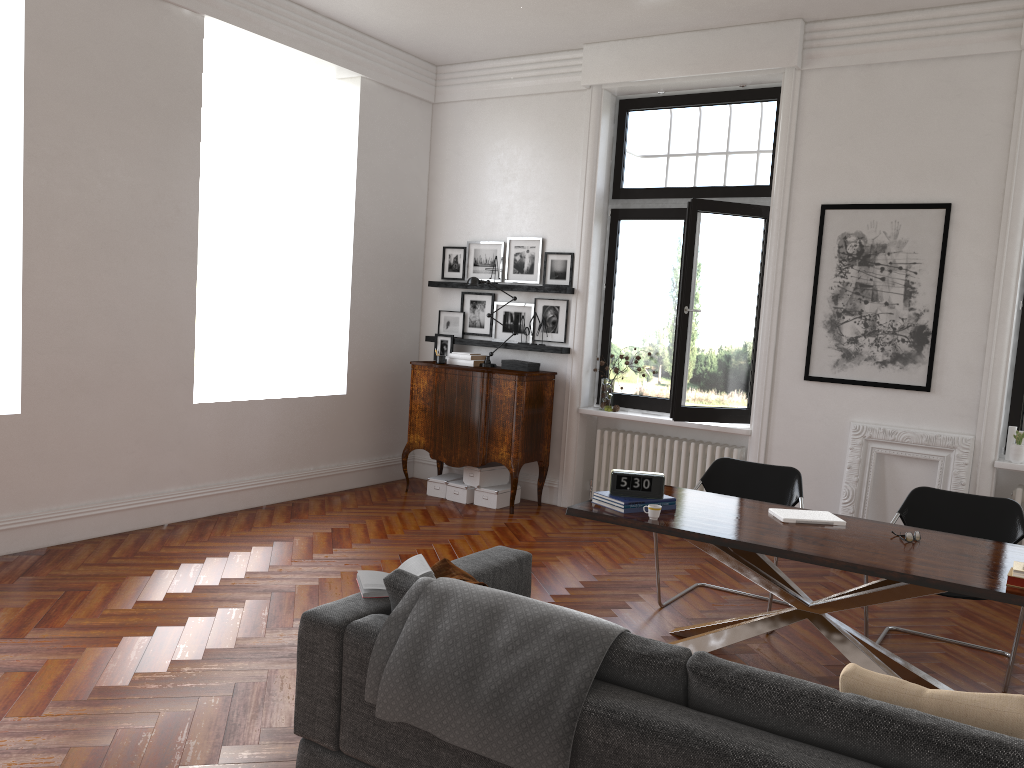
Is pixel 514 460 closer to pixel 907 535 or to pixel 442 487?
pixel 442 487

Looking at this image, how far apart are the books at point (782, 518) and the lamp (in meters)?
3.86

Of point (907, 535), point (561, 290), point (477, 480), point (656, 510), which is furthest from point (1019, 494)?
point (477, 480)

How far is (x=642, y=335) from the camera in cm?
780

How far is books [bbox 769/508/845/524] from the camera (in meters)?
4.42

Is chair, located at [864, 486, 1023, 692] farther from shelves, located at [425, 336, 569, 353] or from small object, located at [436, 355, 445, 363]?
small object, located at [436, 355, 445, 363]

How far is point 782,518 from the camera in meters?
4.4

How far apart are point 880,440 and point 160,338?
5.24m

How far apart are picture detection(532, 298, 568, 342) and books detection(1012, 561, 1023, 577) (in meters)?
4.72

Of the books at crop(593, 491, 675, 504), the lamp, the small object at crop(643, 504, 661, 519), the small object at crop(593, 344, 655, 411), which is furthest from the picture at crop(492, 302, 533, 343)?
the small object at crop(643, 504, 661, 519)
